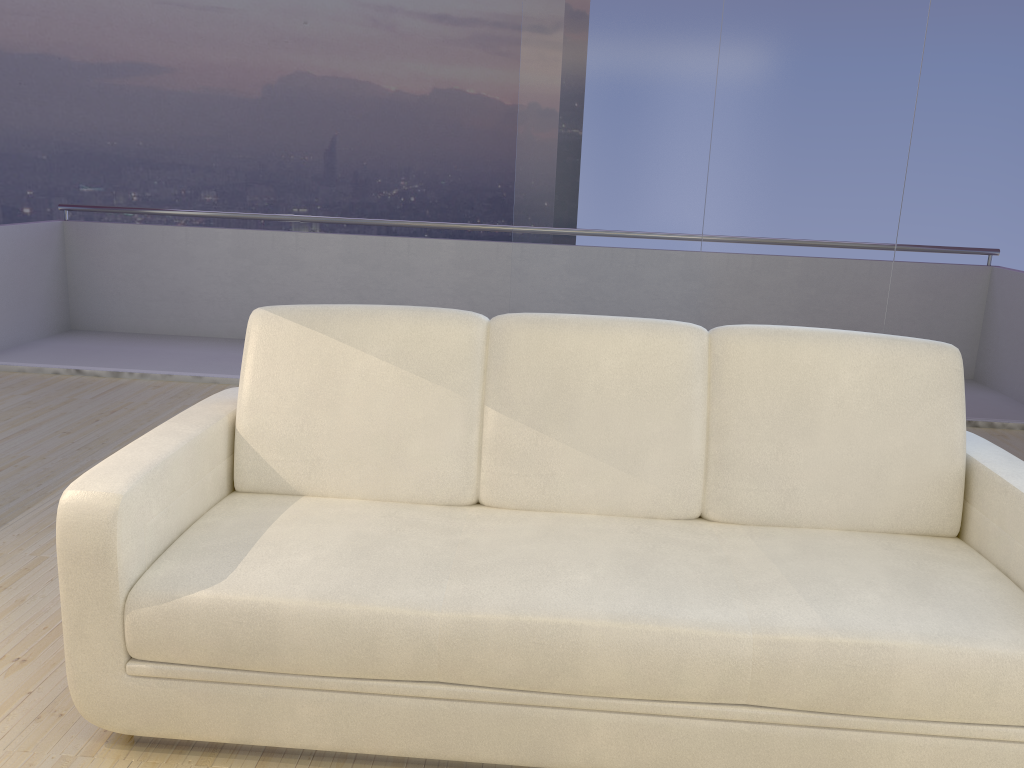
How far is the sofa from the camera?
1.7 meters

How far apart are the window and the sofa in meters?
2.4

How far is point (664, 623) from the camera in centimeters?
174cm

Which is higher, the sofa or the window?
the window

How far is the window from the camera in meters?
4.4

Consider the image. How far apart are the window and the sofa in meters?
2.4

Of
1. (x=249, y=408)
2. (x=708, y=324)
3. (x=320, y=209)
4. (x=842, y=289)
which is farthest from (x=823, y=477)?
(x=320, y=209)

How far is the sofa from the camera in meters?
1.7

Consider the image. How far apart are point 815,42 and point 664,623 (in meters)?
3.64

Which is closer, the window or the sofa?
the sofa
